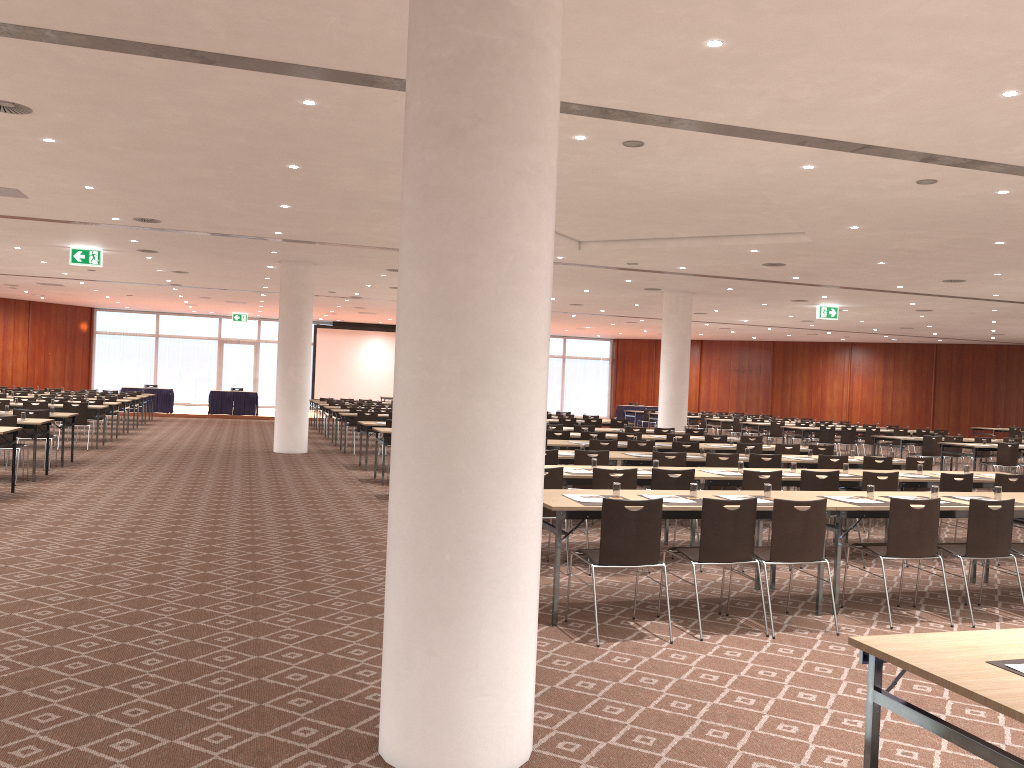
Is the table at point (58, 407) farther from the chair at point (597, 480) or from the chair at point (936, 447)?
the chair at point (936, 447)

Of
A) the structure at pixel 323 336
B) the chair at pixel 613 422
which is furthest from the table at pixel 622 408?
the chair at pixel 613 422

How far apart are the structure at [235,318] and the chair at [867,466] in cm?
2935

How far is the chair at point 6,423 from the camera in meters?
11.9 m

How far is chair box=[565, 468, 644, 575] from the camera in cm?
791

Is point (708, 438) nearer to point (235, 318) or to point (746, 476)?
point (746, 476)

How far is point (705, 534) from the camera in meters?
6.0

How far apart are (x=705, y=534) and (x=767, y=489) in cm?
120

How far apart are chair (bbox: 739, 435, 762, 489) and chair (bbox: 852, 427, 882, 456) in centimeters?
852cm

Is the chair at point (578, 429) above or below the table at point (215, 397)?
above
